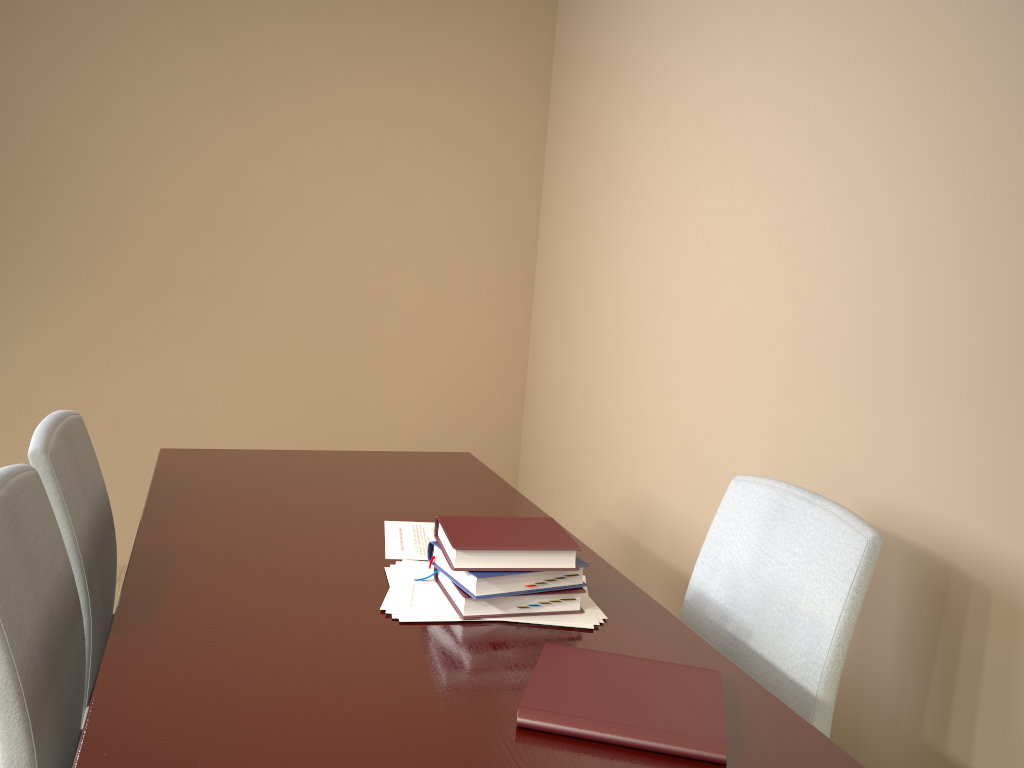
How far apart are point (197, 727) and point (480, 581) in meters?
0.4

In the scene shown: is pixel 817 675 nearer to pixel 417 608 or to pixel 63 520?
pixel 417 608

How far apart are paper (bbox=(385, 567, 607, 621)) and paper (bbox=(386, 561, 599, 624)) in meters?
0.0

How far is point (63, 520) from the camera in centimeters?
142cm

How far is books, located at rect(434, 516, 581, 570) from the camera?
1.2 meters

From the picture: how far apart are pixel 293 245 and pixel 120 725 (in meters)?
2.54

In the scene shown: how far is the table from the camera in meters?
0.9

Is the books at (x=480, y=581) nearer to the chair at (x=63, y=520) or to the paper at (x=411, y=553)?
the paper at (x=411, y=553)

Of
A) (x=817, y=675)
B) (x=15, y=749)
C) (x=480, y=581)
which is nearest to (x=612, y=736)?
(x=480, y=581)

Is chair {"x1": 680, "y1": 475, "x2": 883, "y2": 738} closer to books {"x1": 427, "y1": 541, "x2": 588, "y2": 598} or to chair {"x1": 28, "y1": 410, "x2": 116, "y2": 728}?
books {"x1": 427, "y1": 541, "x2": 588, "y2": 598}
